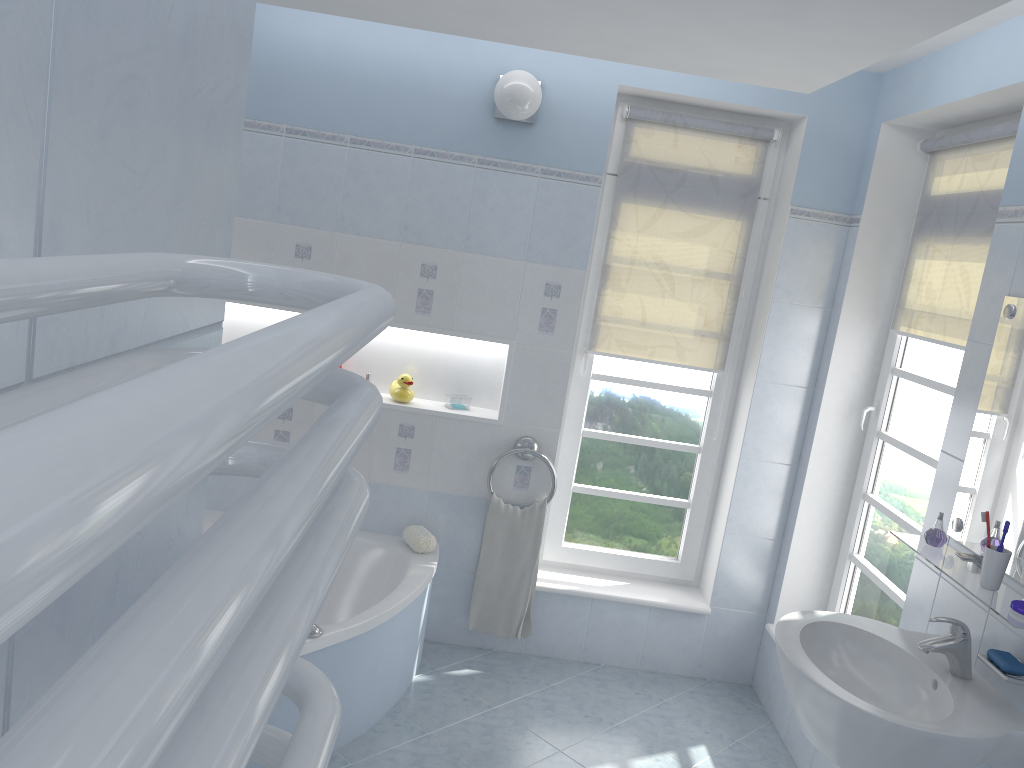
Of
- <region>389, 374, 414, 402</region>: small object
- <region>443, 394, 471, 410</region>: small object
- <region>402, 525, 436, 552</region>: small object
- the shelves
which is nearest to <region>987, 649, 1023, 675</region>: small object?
the shelves

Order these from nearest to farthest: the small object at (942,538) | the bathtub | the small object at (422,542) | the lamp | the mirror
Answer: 1. the mirror
2. the small object at (942,538)
3. the bathtub
4. the lamp
5. the small object at (422,542)

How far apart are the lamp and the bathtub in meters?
1.7

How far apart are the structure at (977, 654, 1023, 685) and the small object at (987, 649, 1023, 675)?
0.01m

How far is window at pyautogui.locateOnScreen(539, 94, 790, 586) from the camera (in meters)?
3.81

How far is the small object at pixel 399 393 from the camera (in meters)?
3.68

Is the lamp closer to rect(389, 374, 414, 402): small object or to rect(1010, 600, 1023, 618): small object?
rect(389, 374, 414, 402): small object

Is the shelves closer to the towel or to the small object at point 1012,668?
the small object at point 1012,668

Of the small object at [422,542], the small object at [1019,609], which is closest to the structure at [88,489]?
the small object at [1019,609]

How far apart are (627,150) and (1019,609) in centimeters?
234cm
